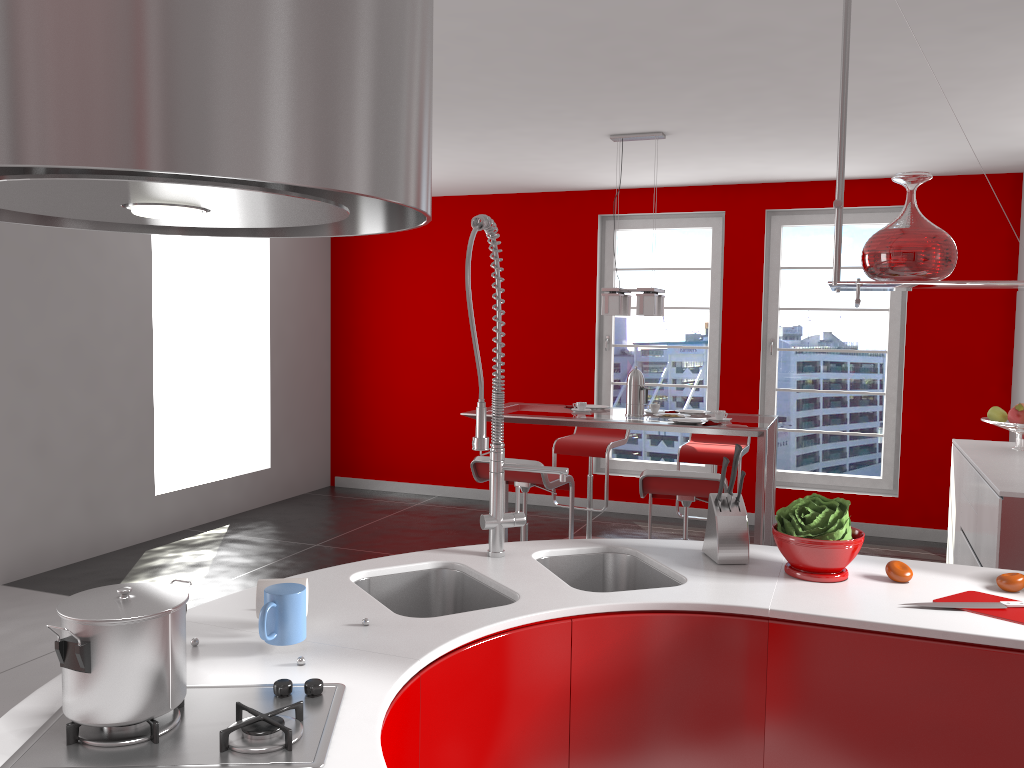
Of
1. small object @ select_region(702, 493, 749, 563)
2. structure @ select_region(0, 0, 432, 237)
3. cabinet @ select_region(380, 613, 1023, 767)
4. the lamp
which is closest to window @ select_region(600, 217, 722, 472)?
the lamp

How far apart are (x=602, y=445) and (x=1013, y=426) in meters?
2.4

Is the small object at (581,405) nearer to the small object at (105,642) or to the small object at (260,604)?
the small object at (260,604)

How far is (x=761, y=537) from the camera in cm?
455

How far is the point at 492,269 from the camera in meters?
7.5 m

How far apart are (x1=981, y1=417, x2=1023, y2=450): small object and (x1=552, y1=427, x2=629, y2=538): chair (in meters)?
2.29

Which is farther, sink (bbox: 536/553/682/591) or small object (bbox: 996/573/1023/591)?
sink (bbox: 536/553/682/591)

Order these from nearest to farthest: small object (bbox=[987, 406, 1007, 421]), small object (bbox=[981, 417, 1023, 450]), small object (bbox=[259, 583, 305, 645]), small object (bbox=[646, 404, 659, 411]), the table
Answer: small object (bbox=[259, 583, 305, 645]) → the table → small object (bbox=[981, 417, 1023, 450]) → small object (bbox=[987, 406, 1007, 421]) → small object (bbox=[646, 404, 659, 411])

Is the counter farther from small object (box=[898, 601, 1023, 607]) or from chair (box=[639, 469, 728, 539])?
chair (box=[639, 469, 728, 539])

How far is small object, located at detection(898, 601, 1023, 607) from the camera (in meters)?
2.05
